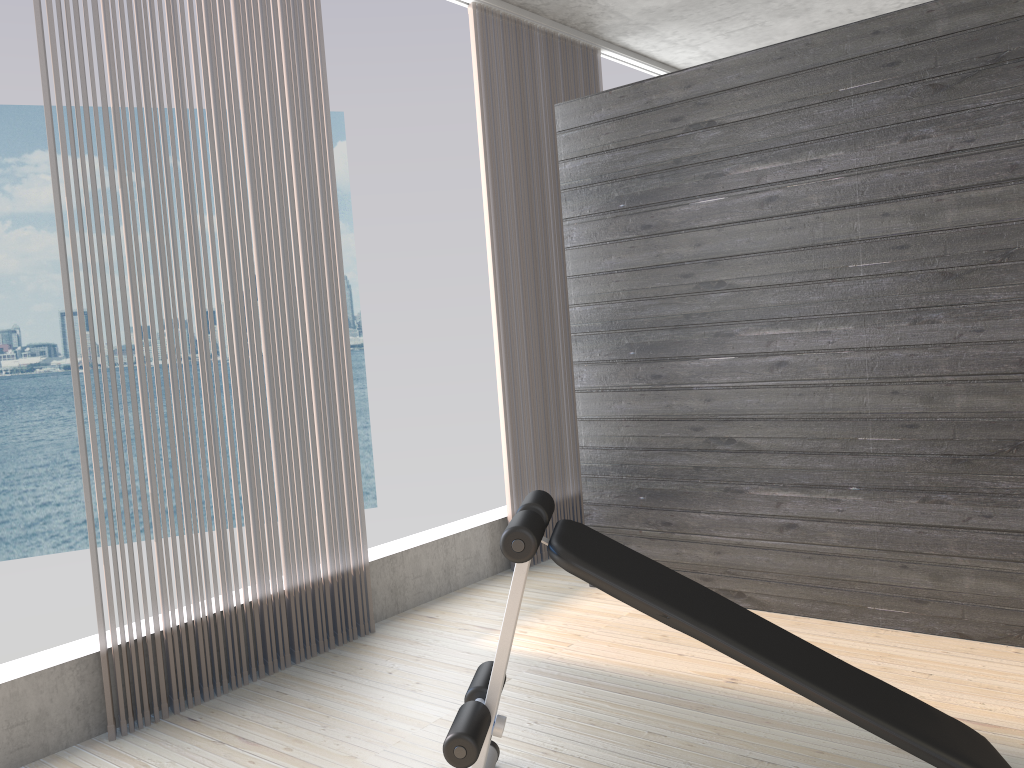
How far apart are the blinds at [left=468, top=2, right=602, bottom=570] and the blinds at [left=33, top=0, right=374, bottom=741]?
0.9m

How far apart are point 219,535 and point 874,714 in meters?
2.1 m

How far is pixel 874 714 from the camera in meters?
1.9

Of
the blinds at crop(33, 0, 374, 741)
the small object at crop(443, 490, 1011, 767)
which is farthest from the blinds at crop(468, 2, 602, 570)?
the small object at crop(443, 490, 1011, 767)

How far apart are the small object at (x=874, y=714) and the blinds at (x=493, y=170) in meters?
2.0

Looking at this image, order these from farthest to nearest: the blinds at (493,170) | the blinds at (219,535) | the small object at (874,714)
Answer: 1. the blinds at (493,170)
2. the blinds at (219,535)
3. the small object at (874,714)

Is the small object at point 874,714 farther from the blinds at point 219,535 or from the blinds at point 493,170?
the blinds at point 493,170

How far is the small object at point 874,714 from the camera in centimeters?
187cm

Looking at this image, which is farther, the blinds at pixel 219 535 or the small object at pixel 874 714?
the blinds at pixel 219 535

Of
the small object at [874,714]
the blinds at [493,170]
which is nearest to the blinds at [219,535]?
the blinds at [493,170]
